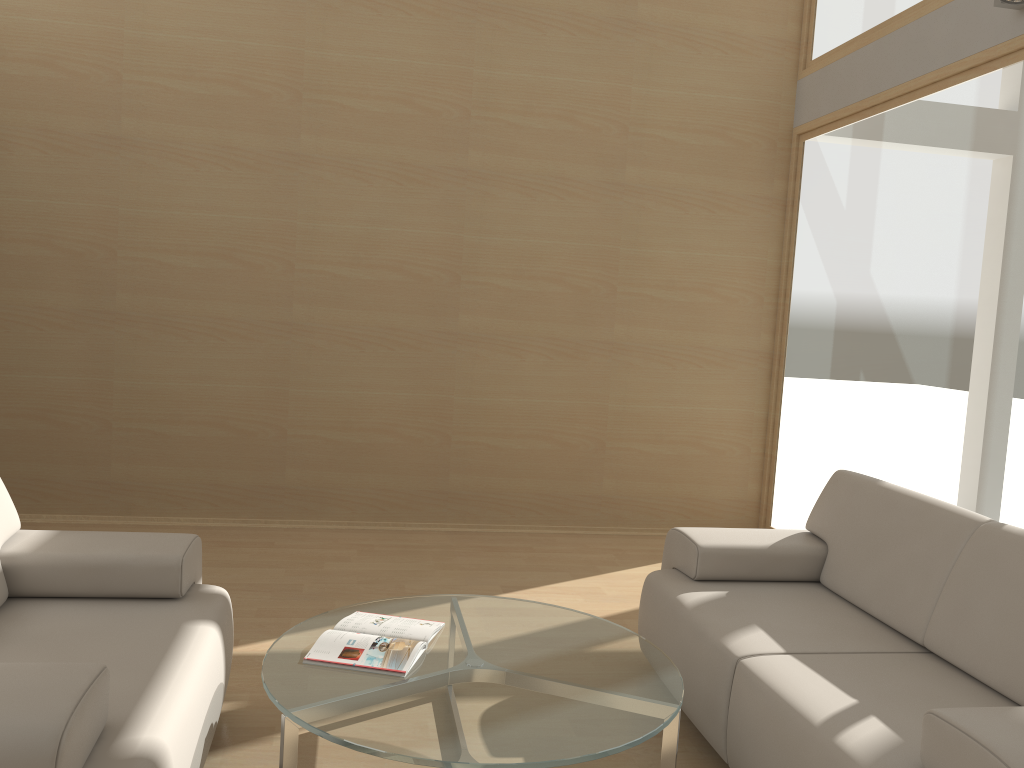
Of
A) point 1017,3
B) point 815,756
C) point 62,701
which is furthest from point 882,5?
point 62,701

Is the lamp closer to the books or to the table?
the table

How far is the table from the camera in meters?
2.1

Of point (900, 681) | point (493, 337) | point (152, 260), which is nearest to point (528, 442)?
point (493, 337)

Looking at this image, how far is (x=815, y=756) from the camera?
2.1 meters

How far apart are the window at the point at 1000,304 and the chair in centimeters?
313cm

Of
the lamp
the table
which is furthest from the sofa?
the lamp

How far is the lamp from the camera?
3.70m

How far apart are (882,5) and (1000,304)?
2.0 meters

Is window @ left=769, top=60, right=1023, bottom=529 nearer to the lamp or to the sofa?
the lamp
